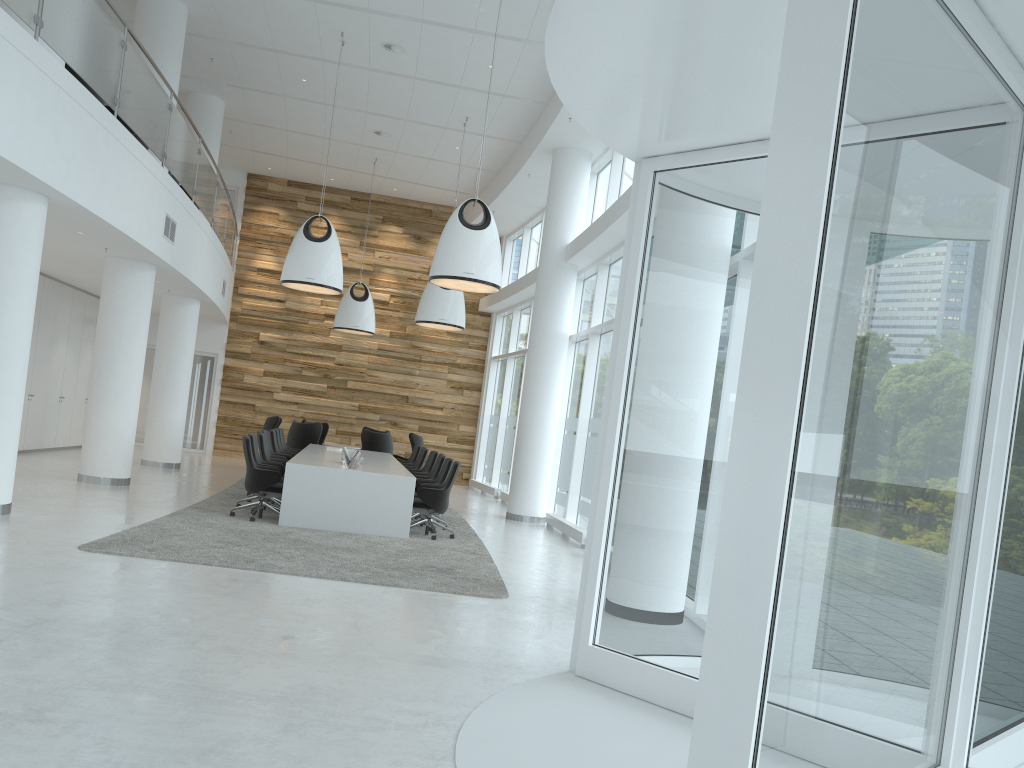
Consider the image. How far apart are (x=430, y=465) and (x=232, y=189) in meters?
10.8 m

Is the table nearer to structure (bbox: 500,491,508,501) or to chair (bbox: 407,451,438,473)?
chair (bbox: 407,451,438,473)

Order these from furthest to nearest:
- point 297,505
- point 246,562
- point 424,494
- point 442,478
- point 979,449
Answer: point 442,478, point 424,494, point 297,505, point 246,562, point 979,449

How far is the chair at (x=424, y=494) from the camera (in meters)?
10.67

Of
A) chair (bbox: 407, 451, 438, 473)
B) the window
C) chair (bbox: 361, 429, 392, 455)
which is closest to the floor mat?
chair (bbox: 407, 451, 438, 473)

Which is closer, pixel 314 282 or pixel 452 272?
pixel 452 272

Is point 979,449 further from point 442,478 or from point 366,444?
point 366,444

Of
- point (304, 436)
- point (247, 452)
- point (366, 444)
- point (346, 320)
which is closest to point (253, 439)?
point (247, 452)

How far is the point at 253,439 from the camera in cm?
1115

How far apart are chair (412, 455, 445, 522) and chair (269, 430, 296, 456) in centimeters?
298cm
